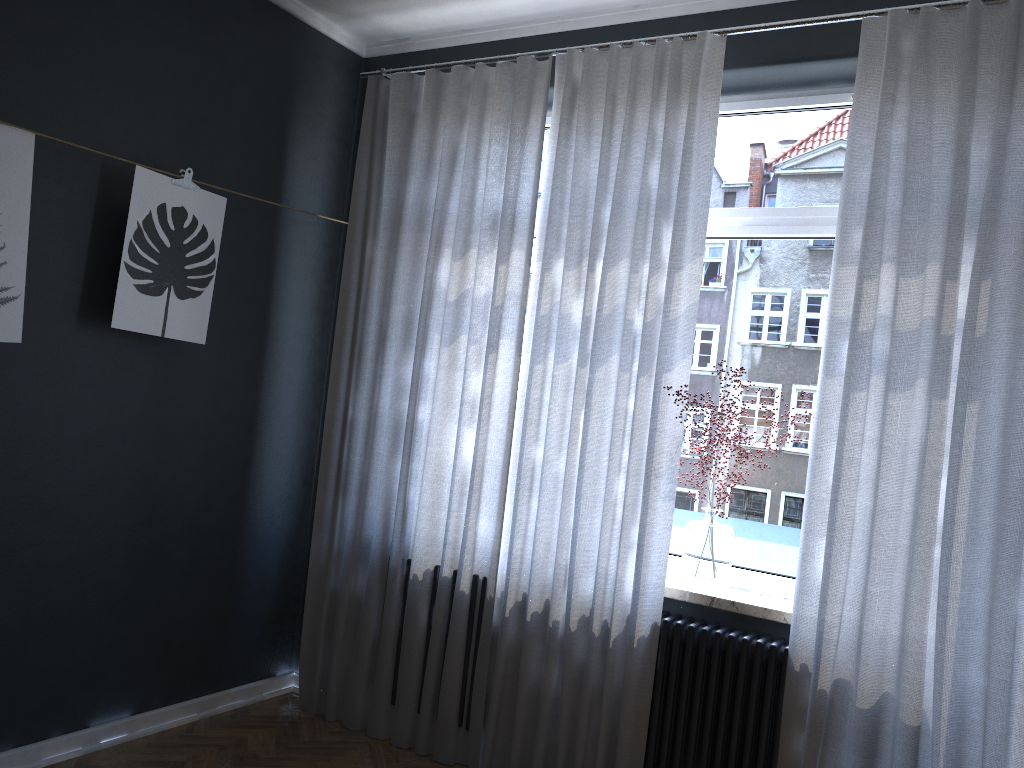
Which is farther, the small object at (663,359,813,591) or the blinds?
the small object at (663,359,813,591)

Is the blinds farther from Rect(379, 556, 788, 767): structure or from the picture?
the picture

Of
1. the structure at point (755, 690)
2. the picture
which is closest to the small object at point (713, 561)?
the structure at point (755, 690)

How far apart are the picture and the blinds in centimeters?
62cm

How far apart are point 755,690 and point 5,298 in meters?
2.7

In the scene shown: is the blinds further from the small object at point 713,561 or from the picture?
the picture

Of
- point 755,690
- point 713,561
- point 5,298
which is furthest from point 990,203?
point 5,298

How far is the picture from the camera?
2.7 meters

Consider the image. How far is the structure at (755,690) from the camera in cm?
287

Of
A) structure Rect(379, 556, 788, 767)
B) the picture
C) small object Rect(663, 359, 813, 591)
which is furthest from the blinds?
the picture
